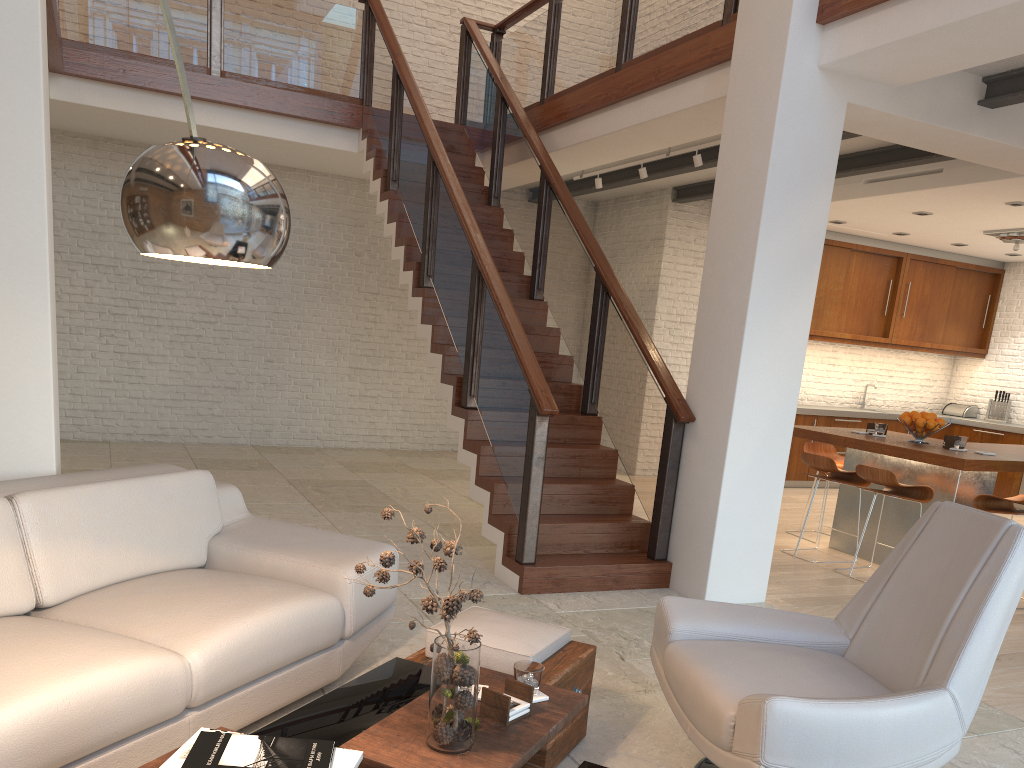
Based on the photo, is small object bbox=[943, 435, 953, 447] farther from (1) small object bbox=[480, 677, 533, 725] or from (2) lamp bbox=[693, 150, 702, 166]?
(1) small object bbox=[480, 677, 533, 725]

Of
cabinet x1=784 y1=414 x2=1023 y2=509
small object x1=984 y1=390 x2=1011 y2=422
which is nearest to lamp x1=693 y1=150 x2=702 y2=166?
cabinet x1=784 y1=414 x2=1023 y2=509

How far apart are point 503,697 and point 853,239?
9.0 meters

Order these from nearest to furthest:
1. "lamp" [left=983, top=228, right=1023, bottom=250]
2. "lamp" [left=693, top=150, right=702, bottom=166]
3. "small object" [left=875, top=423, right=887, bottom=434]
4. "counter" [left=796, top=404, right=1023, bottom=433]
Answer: "small object" [left=875, top=423, right=887, bottom=434], "lamp" [left=693, top=150, right=702, bottom=166], "lamp" [left=983, top=228, right=1023, bottom=250], "counter" [left=796, top=404, right=1023, bottom=433]

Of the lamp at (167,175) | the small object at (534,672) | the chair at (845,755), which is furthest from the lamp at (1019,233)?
the lamp at (167,175)

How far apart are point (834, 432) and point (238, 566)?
4.7 meters

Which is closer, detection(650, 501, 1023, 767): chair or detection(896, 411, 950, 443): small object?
detection(650, 501, 1023, 767): chair

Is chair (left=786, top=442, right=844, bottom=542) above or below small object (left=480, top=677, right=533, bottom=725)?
above

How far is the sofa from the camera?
2.24m

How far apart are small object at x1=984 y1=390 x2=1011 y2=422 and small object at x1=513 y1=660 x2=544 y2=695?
10.14m
